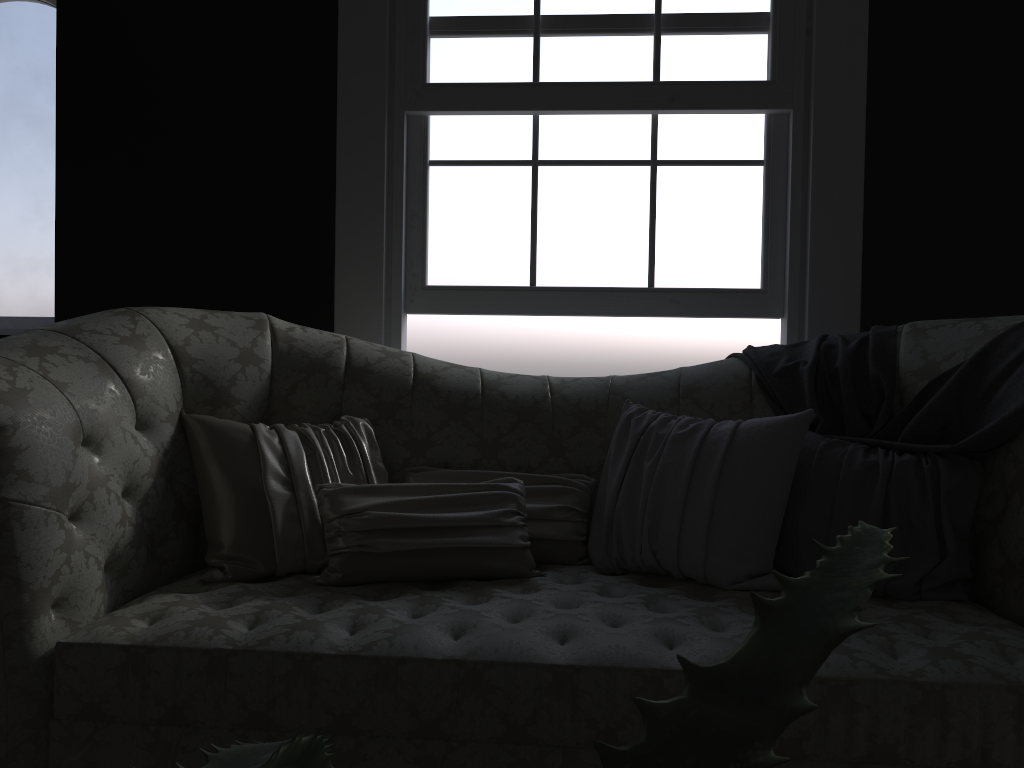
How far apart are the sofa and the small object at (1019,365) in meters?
0.0 m

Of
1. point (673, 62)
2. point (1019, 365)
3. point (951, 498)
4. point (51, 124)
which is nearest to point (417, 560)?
point (951, 498)

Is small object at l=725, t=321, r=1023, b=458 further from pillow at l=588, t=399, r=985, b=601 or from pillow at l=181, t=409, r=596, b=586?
pillow at l=181, t=409, r=596, b=586

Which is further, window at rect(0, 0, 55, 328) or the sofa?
window at rect(0, 0, 55, 328)

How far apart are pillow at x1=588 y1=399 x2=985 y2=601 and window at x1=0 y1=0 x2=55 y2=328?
2.6m

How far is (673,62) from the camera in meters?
3.1 m

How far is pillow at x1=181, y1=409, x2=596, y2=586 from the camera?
2.08m

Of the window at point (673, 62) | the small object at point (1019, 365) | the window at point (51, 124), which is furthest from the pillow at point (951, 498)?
the window at point (51, 124)

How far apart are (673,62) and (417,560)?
2.05m

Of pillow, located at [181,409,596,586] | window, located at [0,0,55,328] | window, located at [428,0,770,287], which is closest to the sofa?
pillow, located at [181,409,596,586]
